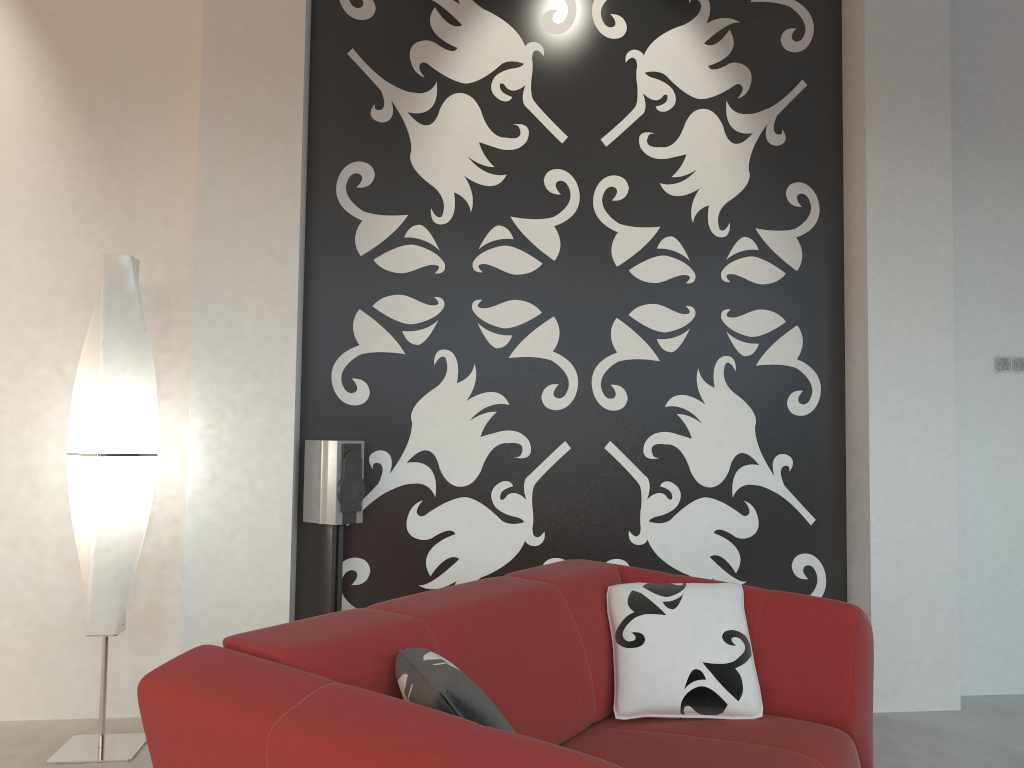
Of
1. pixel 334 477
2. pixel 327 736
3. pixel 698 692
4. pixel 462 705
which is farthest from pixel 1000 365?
pixel 327 736

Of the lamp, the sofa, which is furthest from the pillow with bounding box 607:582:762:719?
the lamp

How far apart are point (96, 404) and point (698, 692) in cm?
222

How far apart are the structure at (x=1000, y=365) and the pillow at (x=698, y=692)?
2.3 meters

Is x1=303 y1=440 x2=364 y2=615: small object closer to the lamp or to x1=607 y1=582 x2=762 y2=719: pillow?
the lamp

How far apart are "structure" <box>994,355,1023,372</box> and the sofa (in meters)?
2.15

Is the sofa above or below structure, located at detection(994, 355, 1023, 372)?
below

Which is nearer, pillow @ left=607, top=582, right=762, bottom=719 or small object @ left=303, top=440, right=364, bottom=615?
pillow @ left=607, top=582, right=762, bottom=719

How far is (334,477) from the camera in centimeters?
342cm

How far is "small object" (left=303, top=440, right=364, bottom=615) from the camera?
3.42m
